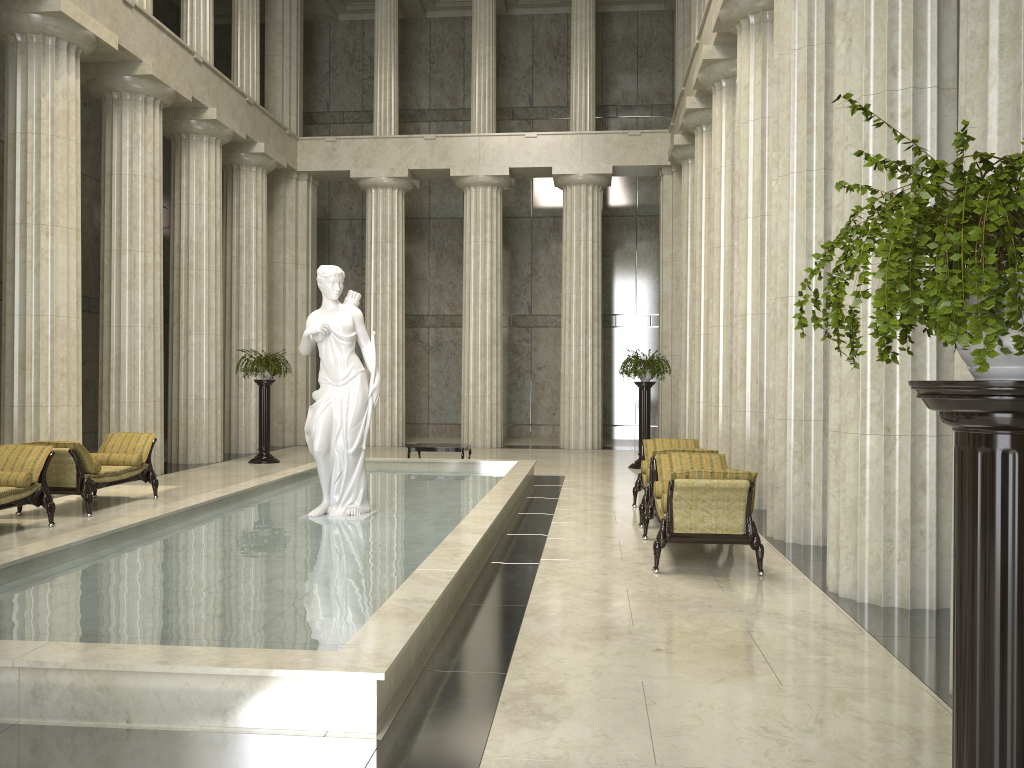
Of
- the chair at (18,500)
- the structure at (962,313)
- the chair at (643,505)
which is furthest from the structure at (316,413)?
the structure at (962,313)

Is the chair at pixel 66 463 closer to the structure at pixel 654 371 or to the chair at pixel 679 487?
the chair at pixel 679 487

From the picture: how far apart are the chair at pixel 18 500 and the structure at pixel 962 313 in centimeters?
960cm

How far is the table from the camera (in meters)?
16.31

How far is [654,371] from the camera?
17.4 meters

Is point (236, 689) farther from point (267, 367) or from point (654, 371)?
point (267, 367)

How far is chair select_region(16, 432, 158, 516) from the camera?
11.0 meters

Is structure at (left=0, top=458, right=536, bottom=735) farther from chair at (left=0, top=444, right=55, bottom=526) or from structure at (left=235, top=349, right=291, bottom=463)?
structure at (left=235, top=349, right=291, bottom=463)

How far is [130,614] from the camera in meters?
5.8

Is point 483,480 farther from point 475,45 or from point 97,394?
point 475,45
